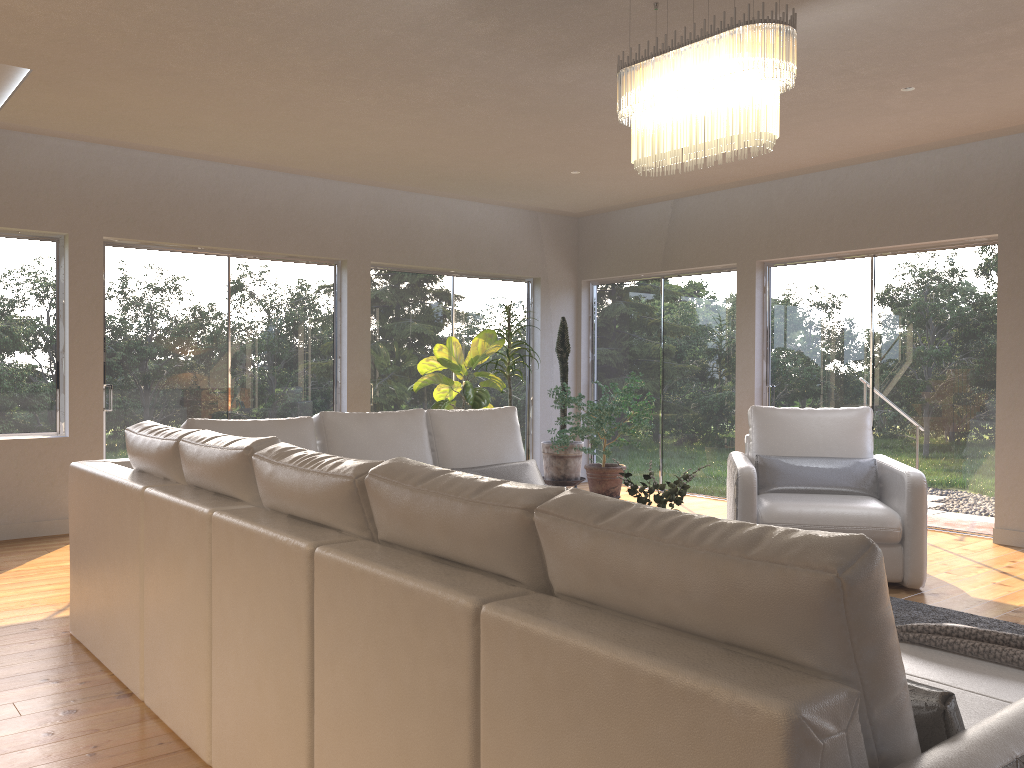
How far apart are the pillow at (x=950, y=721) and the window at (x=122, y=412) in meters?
6.3 m

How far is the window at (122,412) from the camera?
6.7m

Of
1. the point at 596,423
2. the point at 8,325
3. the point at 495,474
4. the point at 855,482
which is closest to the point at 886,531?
the point at 855,482

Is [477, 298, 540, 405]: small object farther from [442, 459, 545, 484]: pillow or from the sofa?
[442, 459, 545, 484]: pillow

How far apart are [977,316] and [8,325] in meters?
6.9 m

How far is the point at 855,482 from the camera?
5.25m

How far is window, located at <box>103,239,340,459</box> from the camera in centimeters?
667cm

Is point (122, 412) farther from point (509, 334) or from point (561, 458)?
point (561, 458)

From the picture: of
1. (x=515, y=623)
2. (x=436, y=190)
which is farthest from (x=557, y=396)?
(x=515, y=623)

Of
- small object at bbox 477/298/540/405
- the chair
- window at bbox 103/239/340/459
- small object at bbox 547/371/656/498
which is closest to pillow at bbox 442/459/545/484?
the chair
